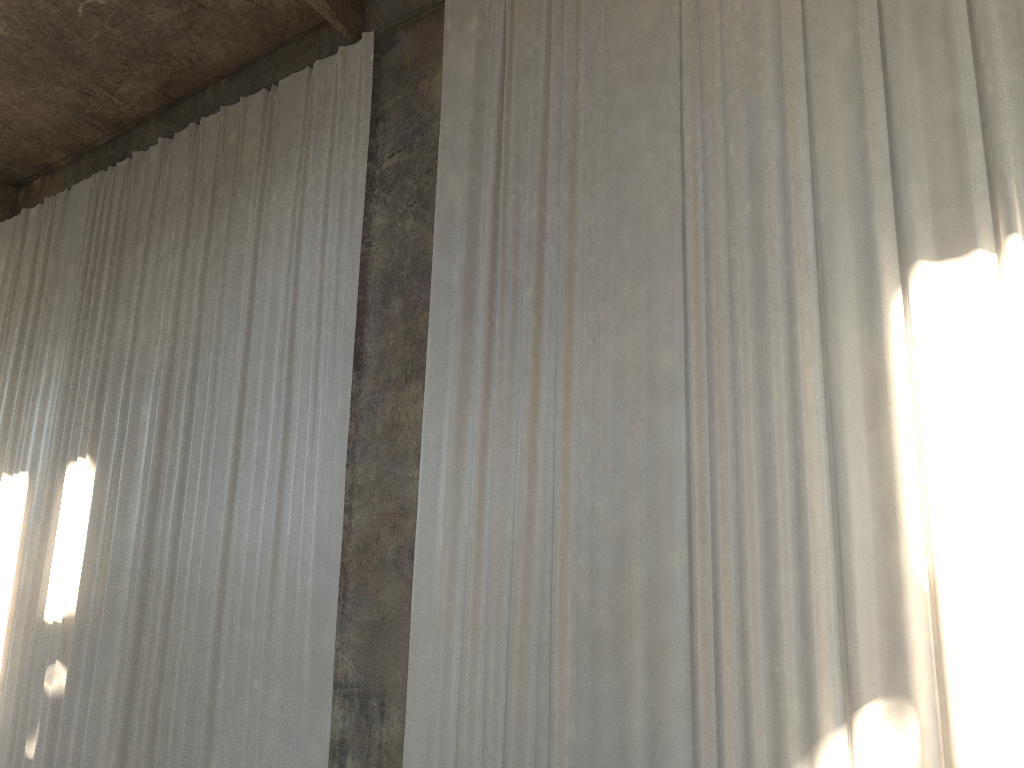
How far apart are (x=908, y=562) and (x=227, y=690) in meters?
6.3 m

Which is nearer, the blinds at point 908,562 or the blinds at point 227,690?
the blinds at point 908,562

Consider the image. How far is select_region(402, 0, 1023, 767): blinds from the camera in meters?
5.5 m

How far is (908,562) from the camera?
5.47m

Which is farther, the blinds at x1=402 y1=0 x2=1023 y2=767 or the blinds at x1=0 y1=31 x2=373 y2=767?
the blinds at x1=0 y1=31 x2=373 y2=767

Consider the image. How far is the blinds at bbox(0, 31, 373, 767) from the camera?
8.4m

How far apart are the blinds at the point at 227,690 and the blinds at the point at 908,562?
1.0 meters

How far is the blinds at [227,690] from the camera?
8.4 meters

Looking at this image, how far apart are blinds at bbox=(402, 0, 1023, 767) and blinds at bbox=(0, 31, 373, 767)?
1.0 meters
